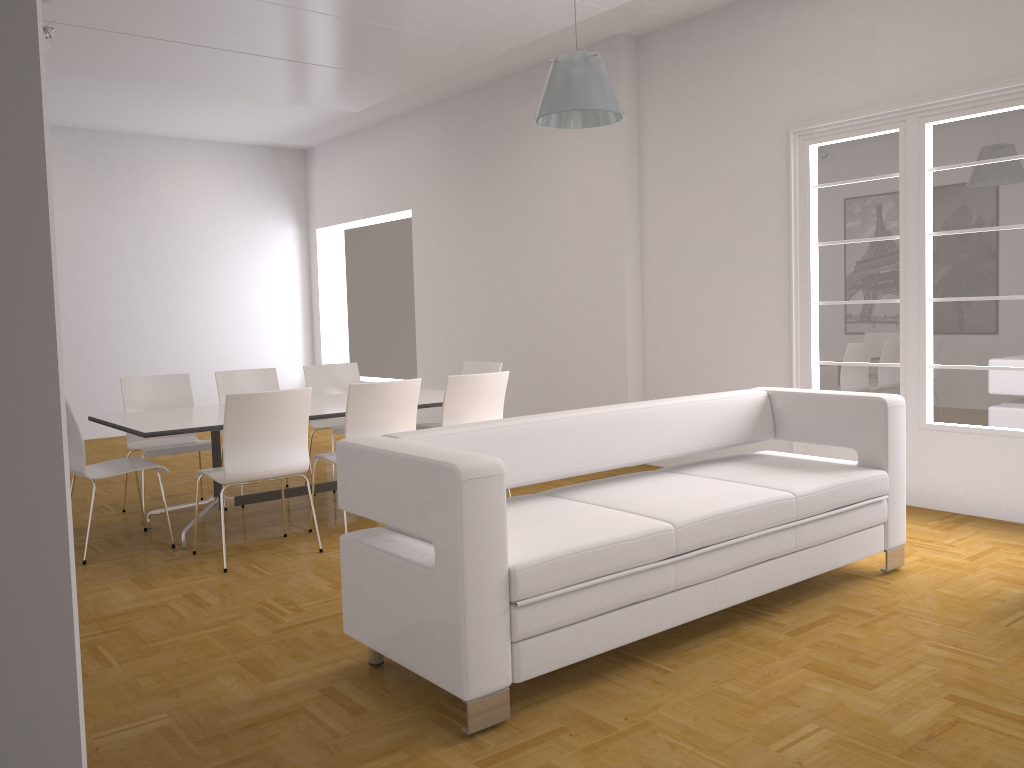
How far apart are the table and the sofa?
1.9m

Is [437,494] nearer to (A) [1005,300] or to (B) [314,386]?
(A) [1005,300]

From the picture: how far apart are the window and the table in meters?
2.5 m

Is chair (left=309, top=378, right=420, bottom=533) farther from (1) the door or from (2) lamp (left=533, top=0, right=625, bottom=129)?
(1) the door

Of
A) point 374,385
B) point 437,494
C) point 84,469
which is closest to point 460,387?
point 374,385

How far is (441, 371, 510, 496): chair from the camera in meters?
5.4 m

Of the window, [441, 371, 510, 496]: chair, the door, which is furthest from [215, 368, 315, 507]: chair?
the door

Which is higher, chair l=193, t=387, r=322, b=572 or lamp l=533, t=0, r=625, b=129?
lamp l=533, t=0, r=625, b=129

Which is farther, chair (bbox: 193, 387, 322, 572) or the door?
chair (bbox: 193, 387, 322, 572)

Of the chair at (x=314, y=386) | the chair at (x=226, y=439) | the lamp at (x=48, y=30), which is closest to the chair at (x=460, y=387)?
the chair at (x=226, y=439)
